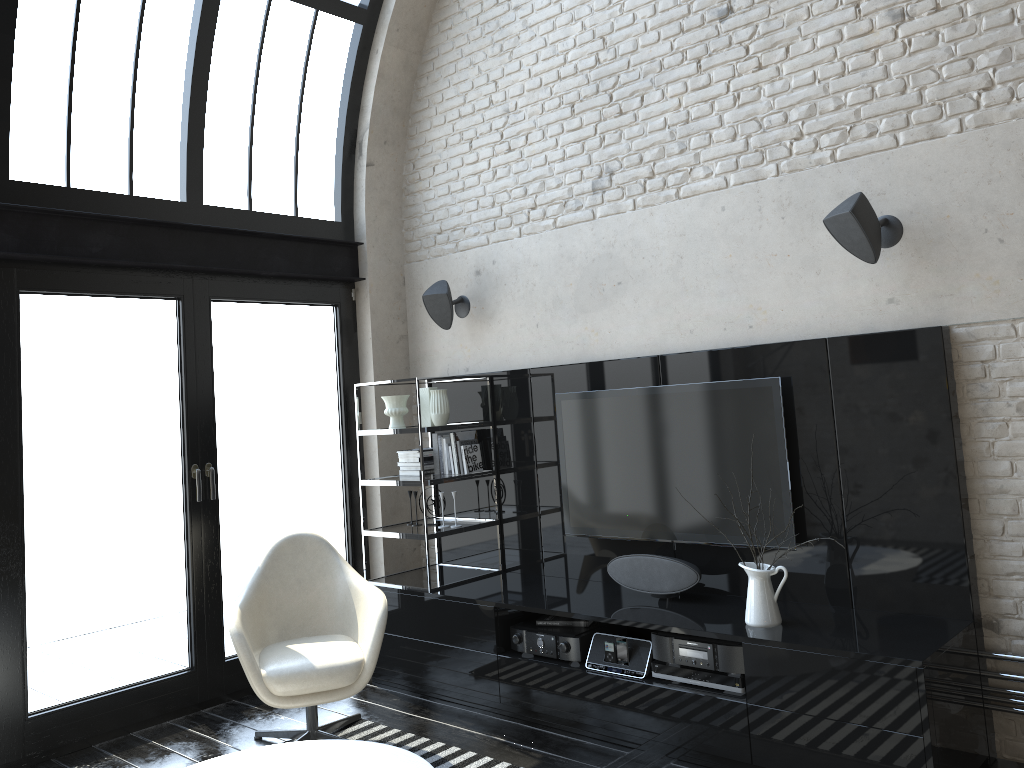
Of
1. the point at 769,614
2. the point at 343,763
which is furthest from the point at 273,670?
the point at 769,614

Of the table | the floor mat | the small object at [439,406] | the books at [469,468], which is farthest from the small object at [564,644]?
the small object at [439,406]

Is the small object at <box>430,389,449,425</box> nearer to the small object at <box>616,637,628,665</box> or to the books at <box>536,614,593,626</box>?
the books at <box>536,614,593,626</box>

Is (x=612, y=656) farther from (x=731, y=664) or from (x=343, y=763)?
(x=343, y=763)

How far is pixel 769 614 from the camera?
3.65m

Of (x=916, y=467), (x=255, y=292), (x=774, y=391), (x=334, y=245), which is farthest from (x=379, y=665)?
(x=916, y=467)

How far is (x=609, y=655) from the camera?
4.1 meters

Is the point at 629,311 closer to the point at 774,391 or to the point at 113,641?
the point at 774,391

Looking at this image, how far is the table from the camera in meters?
3.2 m

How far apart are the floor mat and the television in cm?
130
